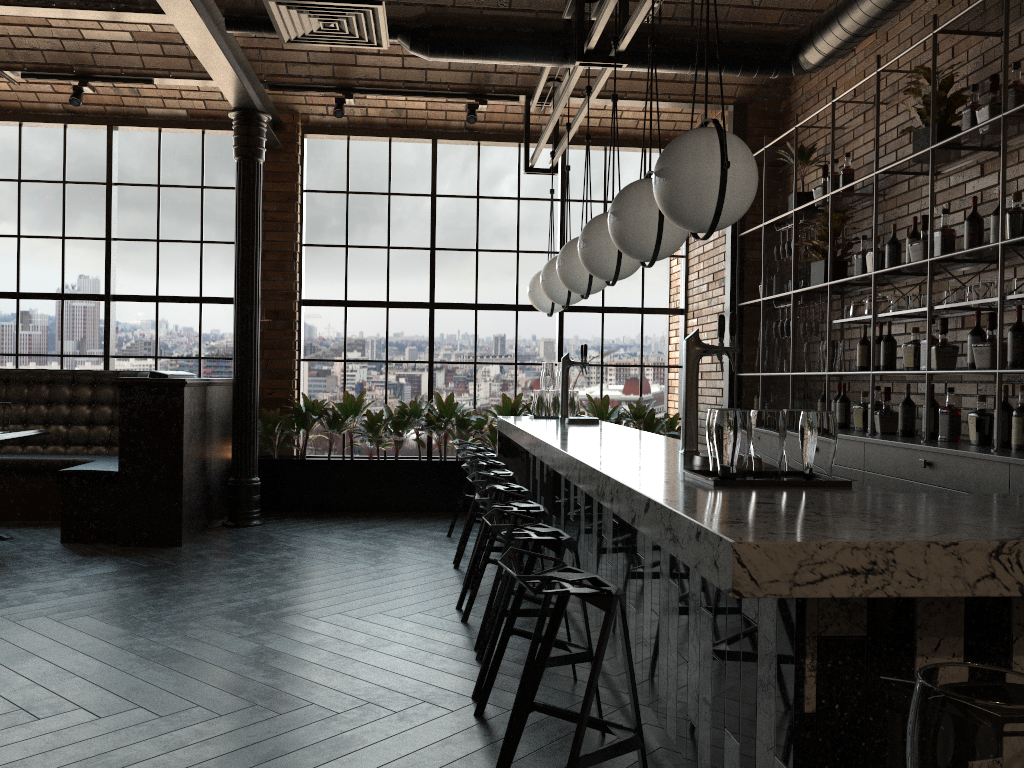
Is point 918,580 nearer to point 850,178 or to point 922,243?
point 922,243

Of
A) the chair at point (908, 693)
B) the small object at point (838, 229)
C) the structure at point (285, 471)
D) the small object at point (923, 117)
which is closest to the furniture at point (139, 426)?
the structure at point (285, 471)

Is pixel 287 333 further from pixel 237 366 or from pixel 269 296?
pixel 237 366

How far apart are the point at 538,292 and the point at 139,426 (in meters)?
2.92

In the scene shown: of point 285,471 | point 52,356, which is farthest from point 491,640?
point 52,356

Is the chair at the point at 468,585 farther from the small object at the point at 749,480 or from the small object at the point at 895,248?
the small object at the point at 895,248

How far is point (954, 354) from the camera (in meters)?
4.56

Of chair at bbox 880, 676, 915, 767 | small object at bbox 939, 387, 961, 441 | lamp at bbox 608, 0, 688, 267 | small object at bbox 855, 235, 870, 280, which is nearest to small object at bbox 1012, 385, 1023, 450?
small object at bbox 939, 387, 961, 441

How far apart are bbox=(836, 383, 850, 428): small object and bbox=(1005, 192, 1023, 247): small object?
1.8 meters

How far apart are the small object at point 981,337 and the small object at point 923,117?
1.1m
